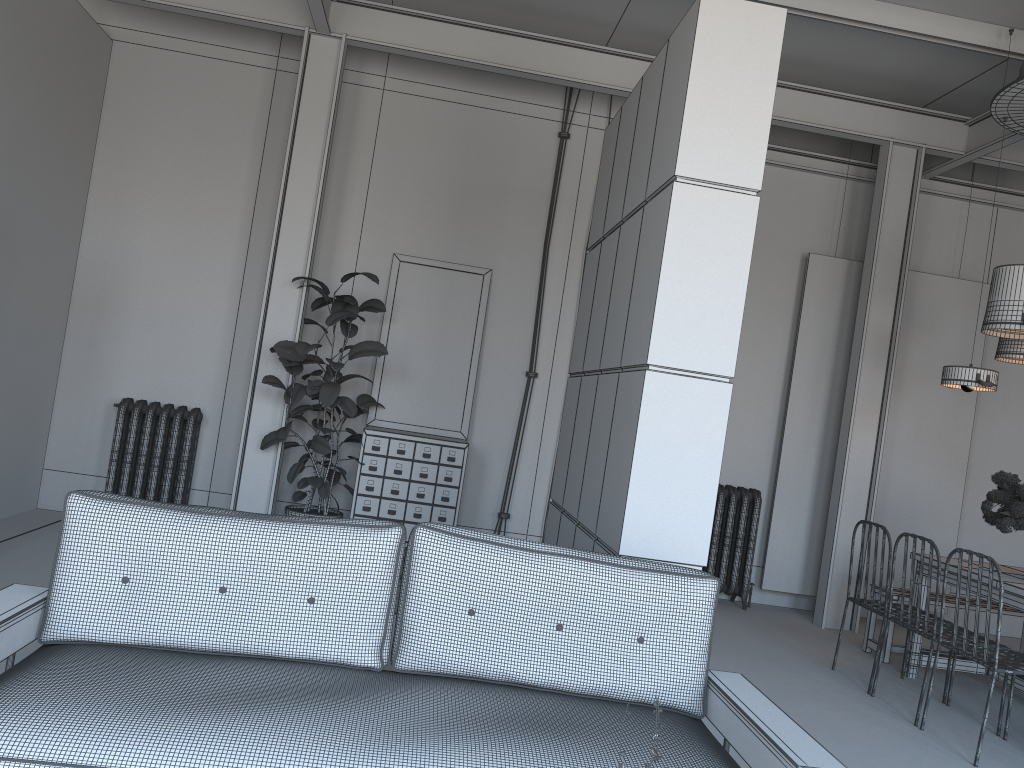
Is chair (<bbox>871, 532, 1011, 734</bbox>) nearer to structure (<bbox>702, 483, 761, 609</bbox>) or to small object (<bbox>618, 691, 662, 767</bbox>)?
structure (<bbox>702, 483, 761, 609</bbox>)

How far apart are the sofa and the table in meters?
2.8 m

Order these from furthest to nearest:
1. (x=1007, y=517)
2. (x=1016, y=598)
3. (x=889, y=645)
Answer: (x=889, y=645), (x=1007, y=517), (x=1016, y=598)

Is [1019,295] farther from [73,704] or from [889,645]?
[73,704]

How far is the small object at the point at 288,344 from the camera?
6.18m

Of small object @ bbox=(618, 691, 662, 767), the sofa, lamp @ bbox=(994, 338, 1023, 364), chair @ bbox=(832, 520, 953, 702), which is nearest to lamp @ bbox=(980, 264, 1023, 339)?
lamp @ bbox=(994, 338, 1023, 364)

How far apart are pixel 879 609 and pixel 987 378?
1.6m

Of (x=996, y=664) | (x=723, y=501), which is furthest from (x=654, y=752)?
(x=723, y=501)

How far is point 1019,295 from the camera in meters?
5.1

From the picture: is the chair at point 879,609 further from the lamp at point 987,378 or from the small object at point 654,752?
the small object at point 654,752
